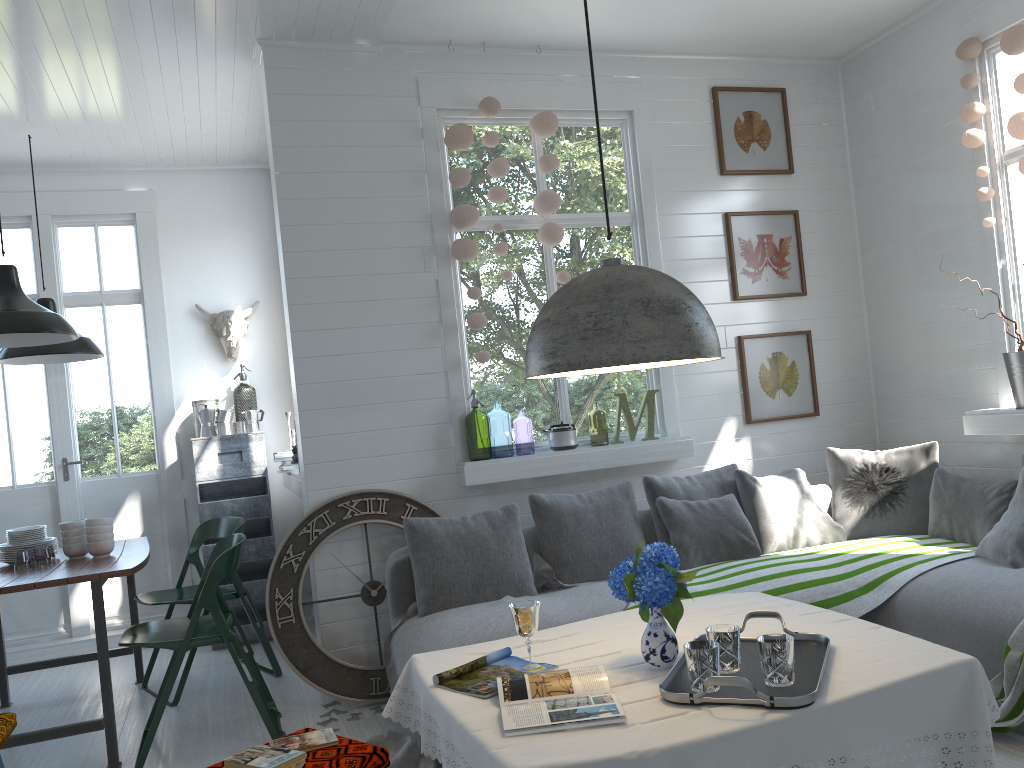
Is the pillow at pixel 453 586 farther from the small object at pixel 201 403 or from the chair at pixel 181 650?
the small object at pixel 201 403

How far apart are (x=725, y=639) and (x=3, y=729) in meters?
2.6 m

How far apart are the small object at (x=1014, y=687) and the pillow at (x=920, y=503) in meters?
1.6

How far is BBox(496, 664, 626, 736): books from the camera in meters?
2.2 m

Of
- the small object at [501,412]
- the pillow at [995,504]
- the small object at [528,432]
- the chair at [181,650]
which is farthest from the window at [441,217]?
the small object at [528,432]

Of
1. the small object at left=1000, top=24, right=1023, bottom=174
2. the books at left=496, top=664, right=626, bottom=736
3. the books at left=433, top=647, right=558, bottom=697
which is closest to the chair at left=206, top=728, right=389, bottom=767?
the books at left=433, top=647, right=558, bottom=697

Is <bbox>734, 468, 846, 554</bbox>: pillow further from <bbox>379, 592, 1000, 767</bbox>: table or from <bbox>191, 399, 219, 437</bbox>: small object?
<bbox>191, 399, 219, 437</bbox>: small object

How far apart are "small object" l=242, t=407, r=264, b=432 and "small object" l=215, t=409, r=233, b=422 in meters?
0.1

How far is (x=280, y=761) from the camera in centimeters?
240cm

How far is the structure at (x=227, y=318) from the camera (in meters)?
6.90
